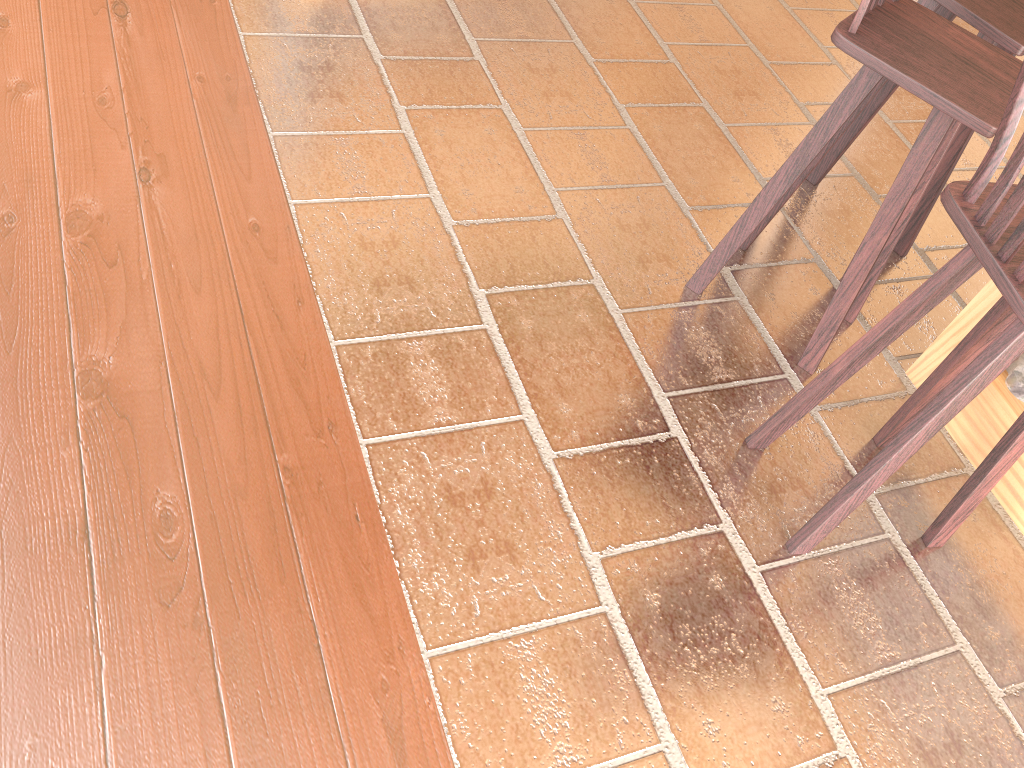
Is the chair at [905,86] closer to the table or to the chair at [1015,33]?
the chair at [1015,33]

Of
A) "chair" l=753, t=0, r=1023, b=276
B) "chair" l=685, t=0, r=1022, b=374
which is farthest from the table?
"chair" l=753, t=0, r=1023, b=276

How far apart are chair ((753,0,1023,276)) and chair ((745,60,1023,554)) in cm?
69

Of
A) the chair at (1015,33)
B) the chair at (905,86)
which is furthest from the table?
the chair at (1015,33)

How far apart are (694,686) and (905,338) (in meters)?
1.44

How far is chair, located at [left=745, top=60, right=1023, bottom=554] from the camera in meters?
1.6

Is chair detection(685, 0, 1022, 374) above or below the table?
above

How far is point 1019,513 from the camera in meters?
2.4 m

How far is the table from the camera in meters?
2.4

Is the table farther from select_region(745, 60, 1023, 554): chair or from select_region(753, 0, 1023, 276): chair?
select_region(753, 0, 1023, 276): chair
